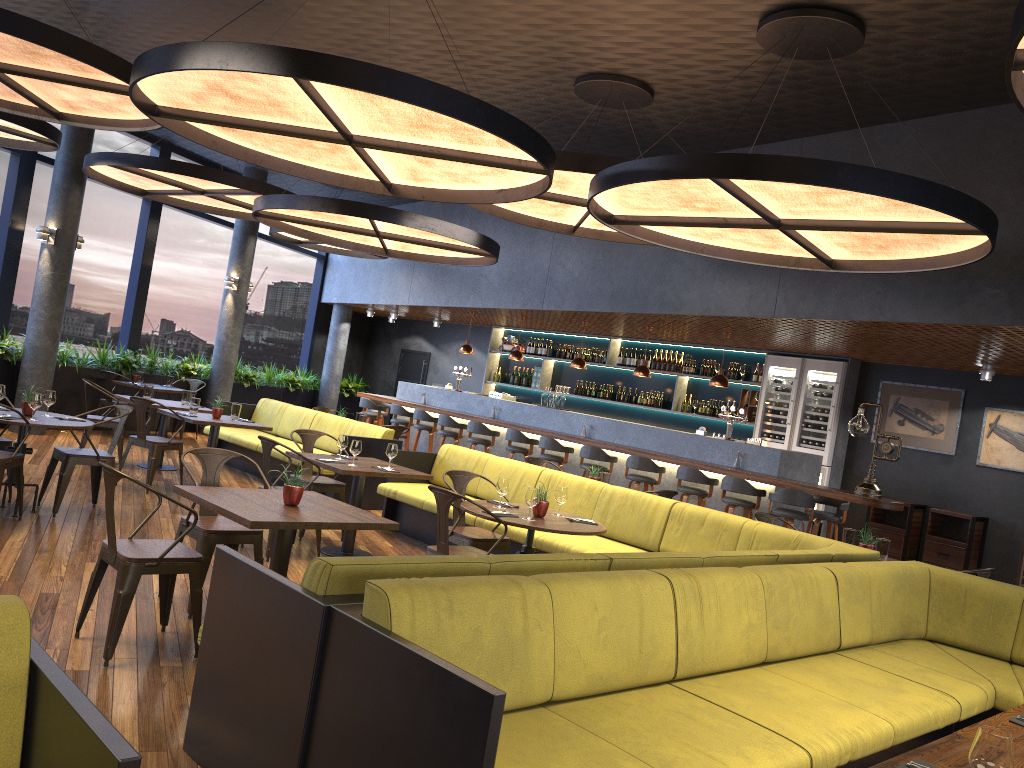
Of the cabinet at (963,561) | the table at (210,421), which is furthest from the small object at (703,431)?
the table at (210,421)

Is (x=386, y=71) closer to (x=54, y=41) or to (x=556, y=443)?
(x=54, y=41)

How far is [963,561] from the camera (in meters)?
10.12

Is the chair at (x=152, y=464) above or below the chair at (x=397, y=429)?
below

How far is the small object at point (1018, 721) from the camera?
2.96m

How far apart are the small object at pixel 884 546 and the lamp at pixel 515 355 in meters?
7.6 m

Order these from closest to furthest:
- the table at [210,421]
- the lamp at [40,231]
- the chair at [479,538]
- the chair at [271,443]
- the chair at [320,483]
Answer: the chair at [479,538], the chair at [271,443], the chair at [320,483], the table at [210,421], the lamp at [40,231]

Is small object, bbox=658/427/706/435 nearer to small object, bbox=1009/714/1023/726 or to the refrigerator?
the refrigerator

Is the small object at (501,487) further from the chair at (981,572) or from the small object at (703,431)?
the small object at (703,431)

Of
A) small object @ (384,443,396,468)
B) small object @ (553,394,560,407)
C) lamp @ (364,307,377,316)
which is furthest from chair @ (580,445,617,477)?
lamp @ (364,307,377,316)
